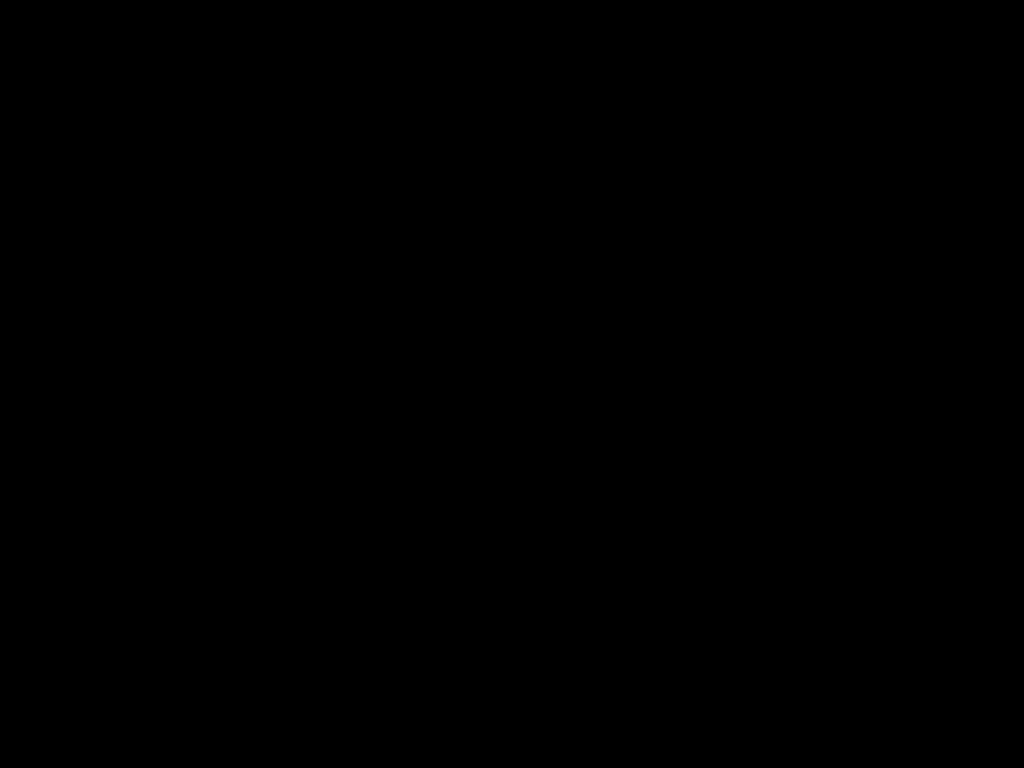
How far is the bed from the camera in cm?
24

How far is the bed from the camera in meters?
0.2

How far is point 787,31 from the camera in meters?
0.2

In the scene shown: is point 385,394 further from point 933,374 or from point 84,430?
point 933,374

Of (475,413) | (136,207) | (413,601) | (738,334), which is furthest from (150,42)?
(475,413)
